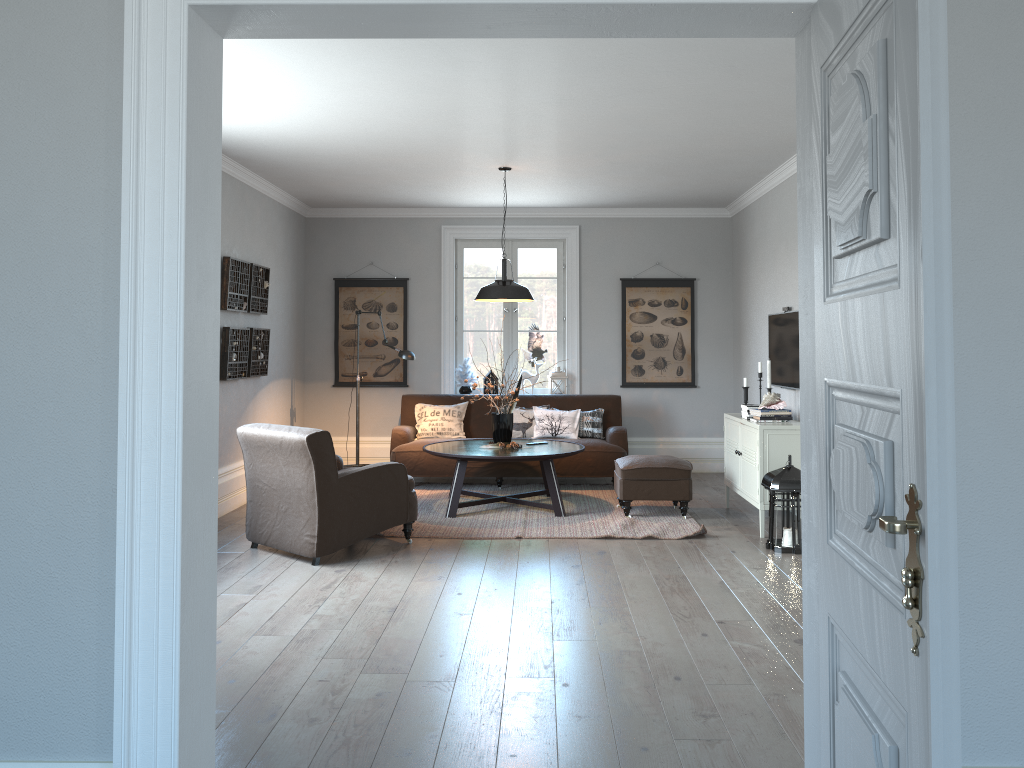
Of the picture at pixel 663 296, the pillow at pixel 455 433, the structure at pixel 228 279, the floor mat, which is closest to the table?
the floor mat

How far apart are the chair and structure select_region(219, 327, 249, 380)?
1.3m

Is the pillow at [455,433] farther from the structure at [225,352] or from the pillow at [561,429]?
the structure at [225,352]

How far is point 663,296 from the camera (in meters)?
9.11

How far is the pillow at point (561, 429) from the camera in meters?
8.3

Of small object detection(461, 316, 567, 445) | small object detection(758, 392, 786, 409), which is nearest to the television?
small object detection(758, 392, 786, 409)

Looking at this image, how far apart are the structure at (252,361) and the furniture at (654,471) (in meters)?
3.13

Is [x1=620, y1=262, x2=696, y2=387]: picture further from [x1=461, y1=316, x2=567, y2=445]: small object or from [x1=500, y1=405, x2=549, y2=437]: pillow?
[x1=461, y1=316, x2=567, y2=445]: small object

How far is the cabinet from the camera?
6.0m

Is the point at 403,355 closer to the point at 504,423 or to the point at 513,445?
the point at 504,423
